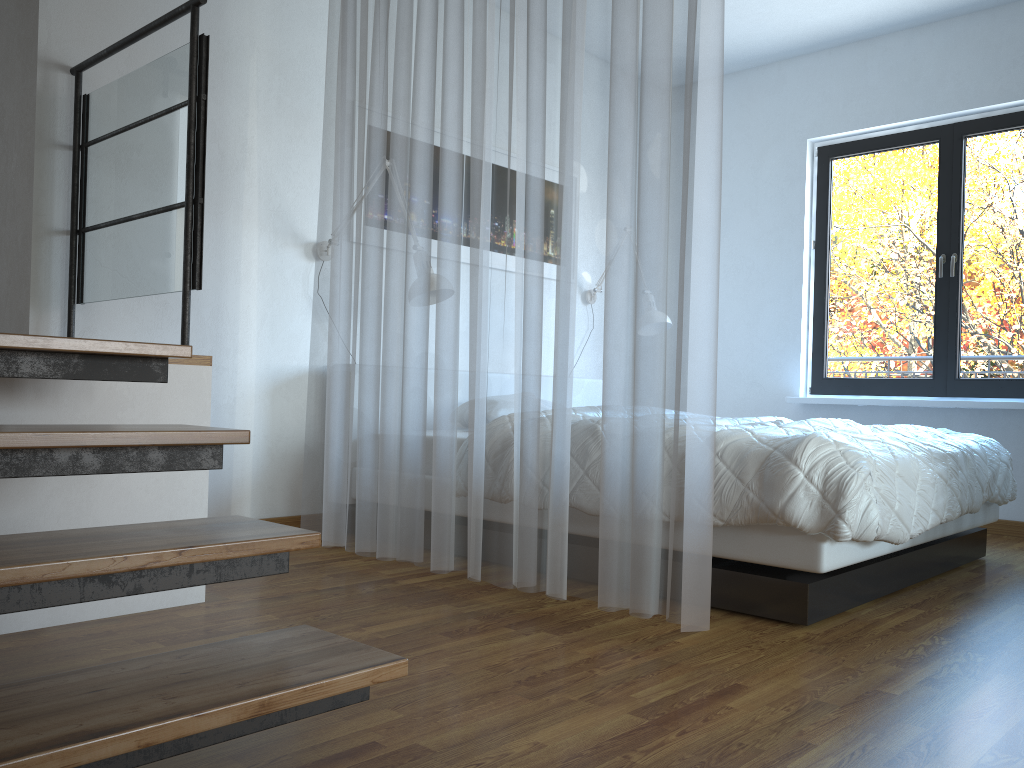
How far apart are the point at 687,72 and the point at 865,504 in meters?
1.3 m

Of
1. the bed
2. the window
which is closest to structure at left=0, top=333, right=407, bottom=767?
the bed

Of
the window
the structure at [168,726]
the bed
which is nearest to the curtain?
the bed

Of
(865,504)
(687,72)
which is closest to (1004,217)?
(865,504)

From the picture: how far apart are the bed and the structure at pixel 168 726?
1.4 meters

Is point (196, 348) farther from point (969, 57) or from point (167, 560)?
point (969, 57)

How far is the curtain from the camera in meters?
2.3

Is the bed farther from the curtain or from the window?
the window

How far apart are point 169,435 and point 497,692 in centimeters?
87cm

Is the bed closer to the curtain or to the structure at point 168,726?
the curtain
